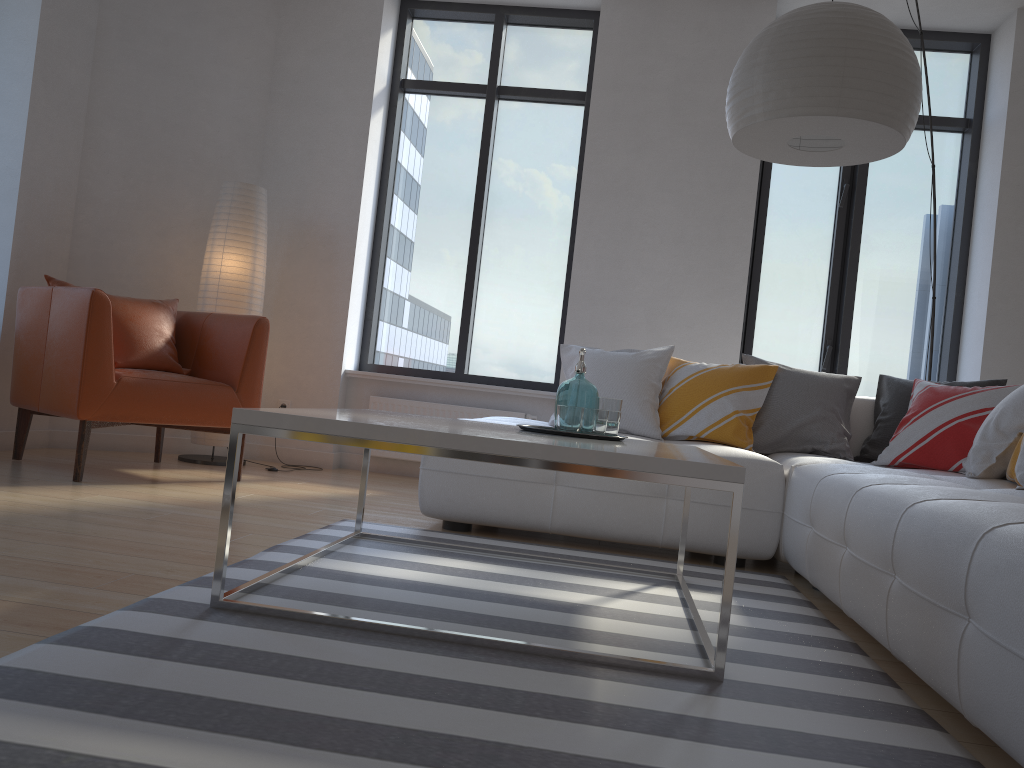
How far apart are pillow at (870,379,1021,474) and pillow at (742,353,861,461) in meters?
0.1

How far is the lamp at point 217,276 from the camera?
4.8m

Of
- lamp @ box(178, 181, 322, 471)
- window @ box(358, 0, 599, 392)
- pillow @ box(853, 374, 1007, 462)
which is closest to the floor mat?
pillow @ box(853, 374, 1007, 462)

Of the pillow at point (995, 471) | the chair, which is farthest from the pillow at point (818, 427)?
the chair

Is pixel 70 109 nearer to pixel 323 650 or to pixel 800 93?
pixel 800 93

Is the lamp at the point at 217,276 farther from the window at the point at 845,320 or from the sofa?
the window at the point at 845,320

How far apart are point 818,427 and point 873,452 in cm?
27

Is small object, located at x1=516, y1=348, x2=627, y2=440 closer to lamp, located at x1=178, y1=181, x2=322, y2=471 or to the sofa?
the sofa

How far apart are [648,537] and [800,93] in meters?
1.6 m

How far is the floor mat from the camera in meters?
1.3
